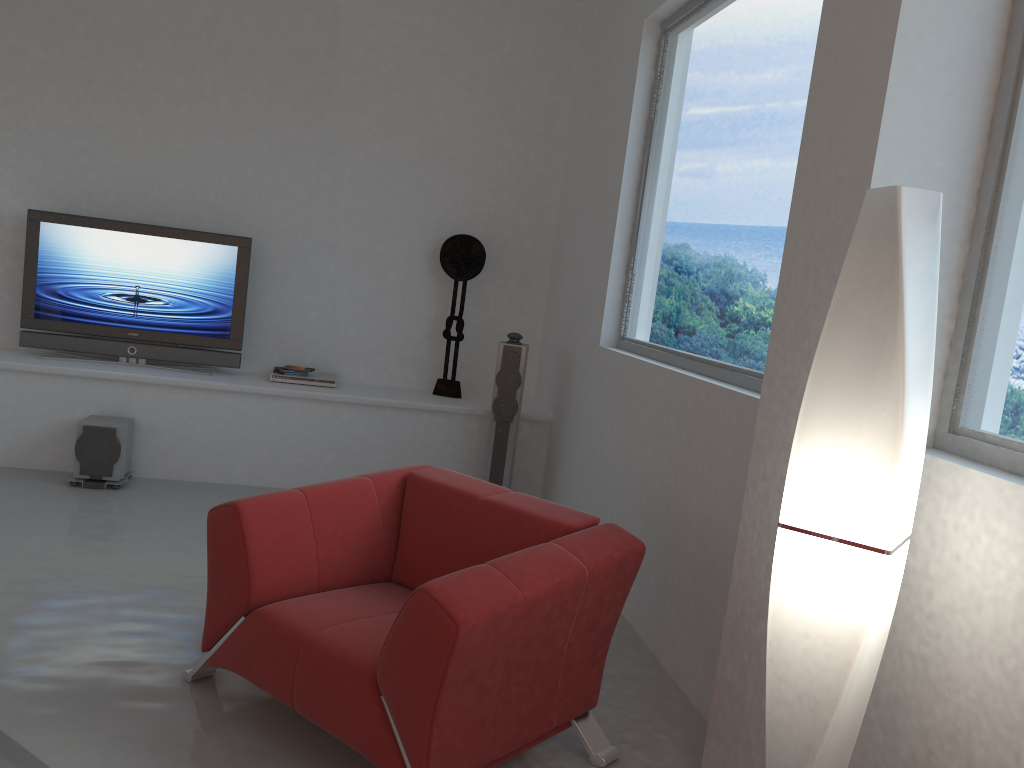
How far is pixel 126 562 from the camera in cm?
408

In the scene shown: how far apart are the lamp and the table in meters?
1.7

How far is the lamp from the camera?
1.8m

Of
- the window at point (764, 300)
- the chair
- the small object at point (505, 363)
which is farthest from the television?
the chair

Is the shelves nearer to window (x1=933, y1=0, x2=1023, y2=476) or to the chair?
the chair

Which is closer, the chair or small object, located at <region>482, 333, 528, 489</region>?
the chair

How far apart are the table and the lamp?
1.69m

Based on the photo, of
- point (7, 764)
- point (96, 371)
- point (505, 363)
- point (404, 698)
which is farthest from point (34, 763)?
point (505, 363)

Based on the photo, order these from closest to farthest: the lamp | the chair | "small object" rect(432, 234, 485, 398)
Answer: the lamp, the chair, "small object" rect(432, 234, 485, 398)

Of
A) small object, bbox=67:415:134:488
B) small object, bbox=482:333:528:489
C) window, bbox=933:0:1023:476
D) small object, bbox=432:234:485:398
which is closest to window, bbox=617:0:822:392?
small object, bbox=482:333:528:489
